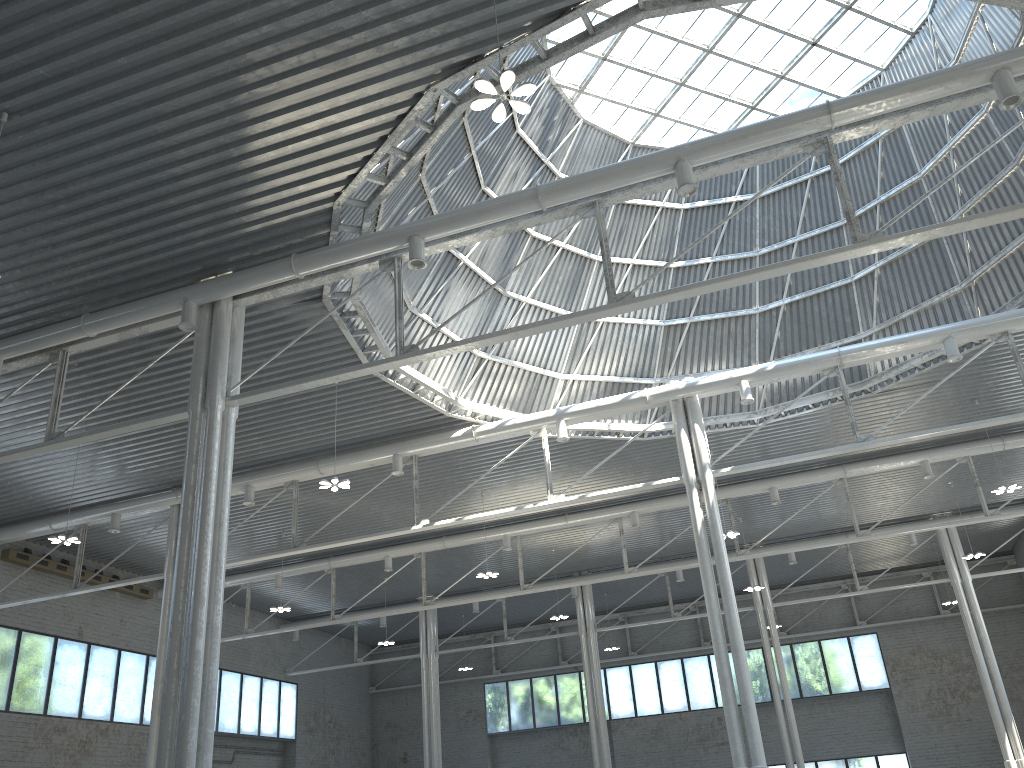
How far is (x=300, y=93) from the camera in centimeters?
1911cm
